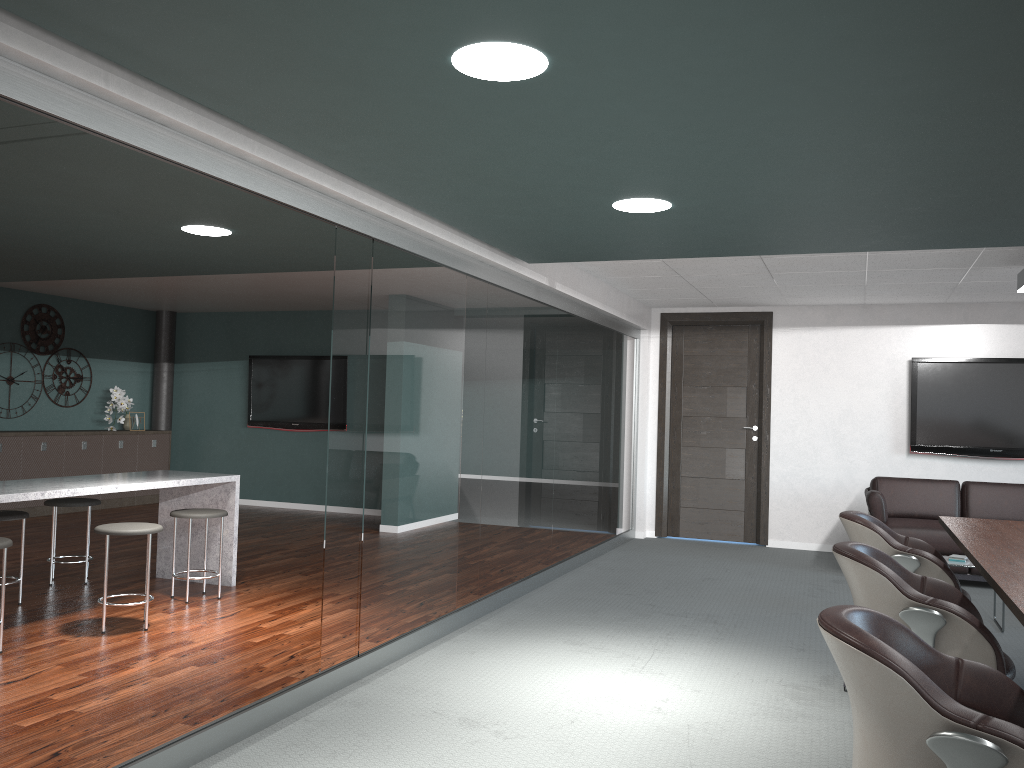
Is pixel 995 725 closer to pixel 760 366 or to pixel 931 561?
pixel 931 561

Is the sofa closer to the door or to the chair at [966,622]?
the door

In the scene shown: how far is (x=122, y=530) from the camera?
4.4m

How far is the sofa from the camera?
6.40m

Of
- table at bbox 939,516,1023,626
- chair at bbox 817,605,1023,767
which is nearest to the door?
table at bbox 939,516,1023,626

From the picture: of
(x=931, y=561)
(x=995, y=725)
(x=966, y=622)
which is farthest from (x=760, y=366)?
(x=995, y=725)

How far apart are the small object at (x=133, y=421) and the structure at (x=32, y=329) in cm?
69

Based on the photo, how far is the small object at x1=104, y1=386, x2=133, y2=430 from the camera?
Answer: 9.65m

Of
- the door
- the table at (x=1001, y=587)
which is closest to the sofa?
the door

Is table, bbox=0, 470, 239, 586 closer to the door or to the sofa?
the door
